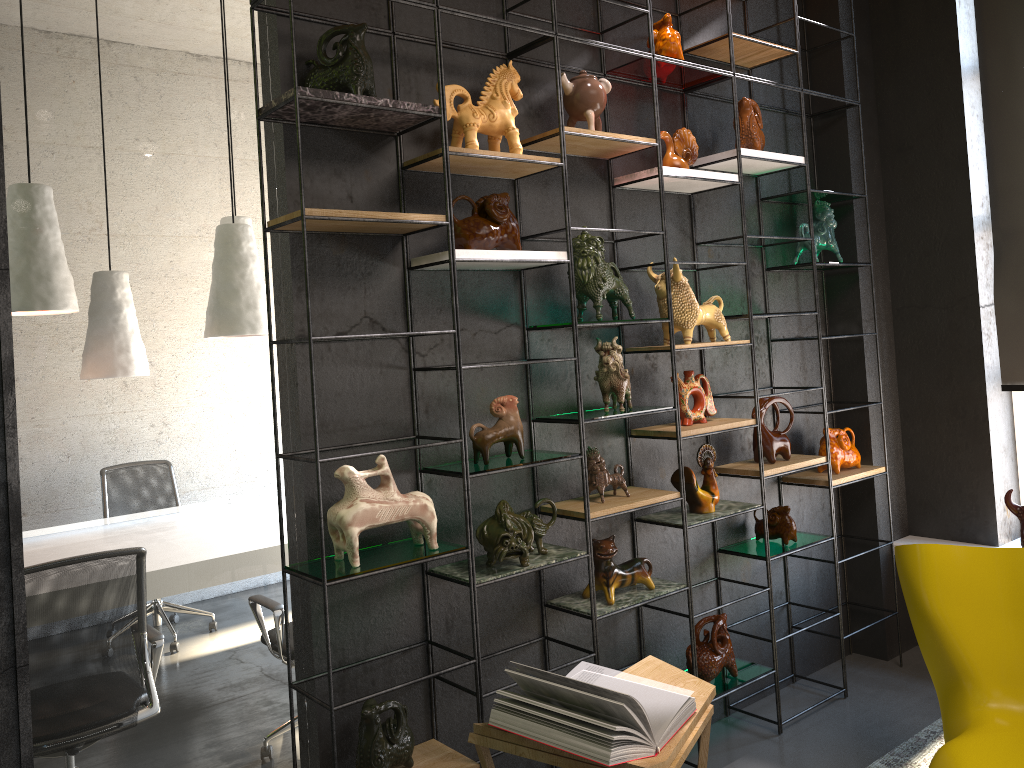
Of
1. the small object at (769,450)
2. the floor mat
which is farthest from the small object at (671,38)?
the floor mat

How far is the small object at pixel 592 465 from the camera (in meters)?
3.26

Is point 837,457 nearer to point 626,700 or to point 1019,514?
point 1019,514

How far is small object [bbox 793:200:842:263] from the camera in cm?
420

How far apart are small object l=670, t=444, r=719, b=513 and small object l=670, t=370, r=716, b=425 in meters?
0.1

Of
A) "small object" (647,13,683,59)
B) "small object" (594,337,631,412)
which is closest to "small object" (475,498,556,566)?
"small object" (594,337,631,412)

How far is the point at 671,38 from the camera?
3.5 meters

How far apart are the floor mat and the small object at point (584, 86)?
2.64m

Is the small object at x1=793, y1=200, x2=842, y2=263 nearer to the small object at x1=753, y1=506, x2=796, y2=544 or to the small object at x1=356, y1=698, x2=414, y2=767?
the small object at x1=753, y1=506, x2=796, y2=544

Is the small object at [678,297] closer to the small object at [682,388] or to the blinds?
the small object at [682,388]
